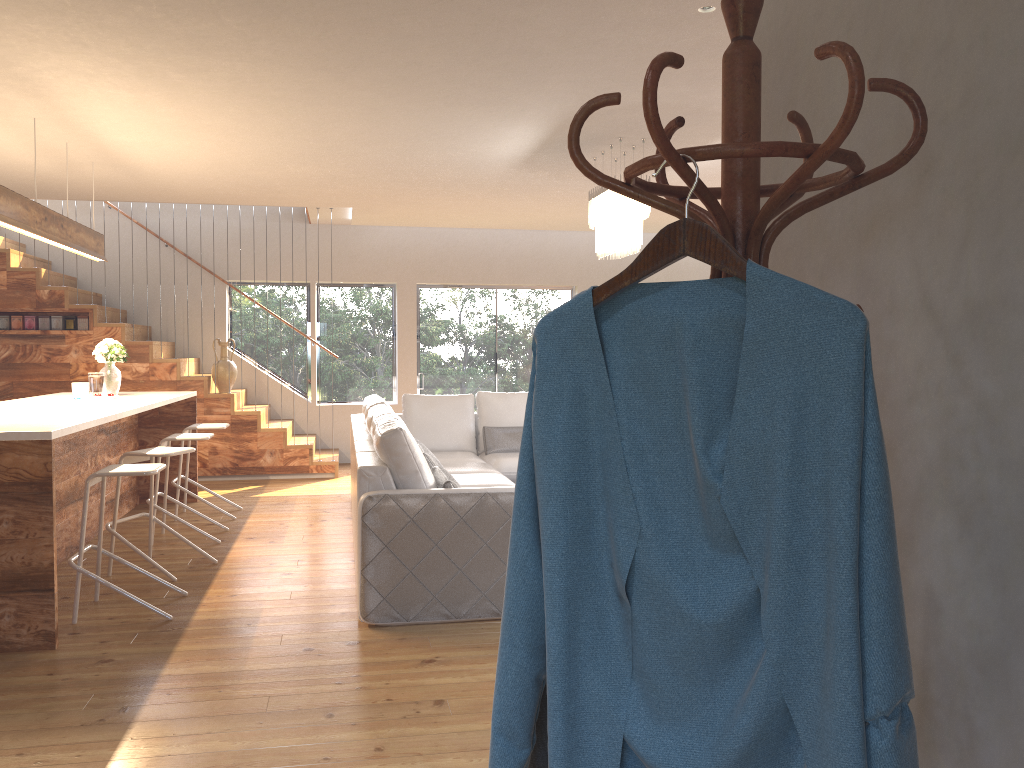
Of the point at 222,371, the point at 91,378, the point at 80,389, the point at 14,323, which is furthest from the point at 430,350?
the point at 80,389

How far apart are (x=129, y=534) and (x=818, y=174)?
6.0 meters

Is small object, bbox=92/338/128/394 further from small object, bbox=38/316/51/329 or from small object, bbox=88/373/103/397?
small object, bbox=38/316/51/329

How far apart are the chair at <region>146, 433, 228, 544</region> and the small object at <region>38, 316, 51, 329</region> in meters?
3.3

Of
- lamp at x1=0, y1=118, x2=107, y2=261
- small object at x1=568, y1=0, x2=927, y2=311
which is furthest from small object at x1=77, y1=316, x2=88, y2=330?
small object at x1=568, y1=0, x2=927, y2=311

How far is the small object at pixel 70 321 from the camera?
8.8m

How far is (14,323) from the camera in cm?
866

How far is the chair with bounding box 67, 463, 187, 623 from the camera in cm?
433

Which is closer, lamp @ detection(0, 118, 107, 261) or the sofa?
the sofa

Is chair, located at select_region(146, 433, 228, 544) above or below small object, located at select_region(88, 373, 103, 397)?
below
